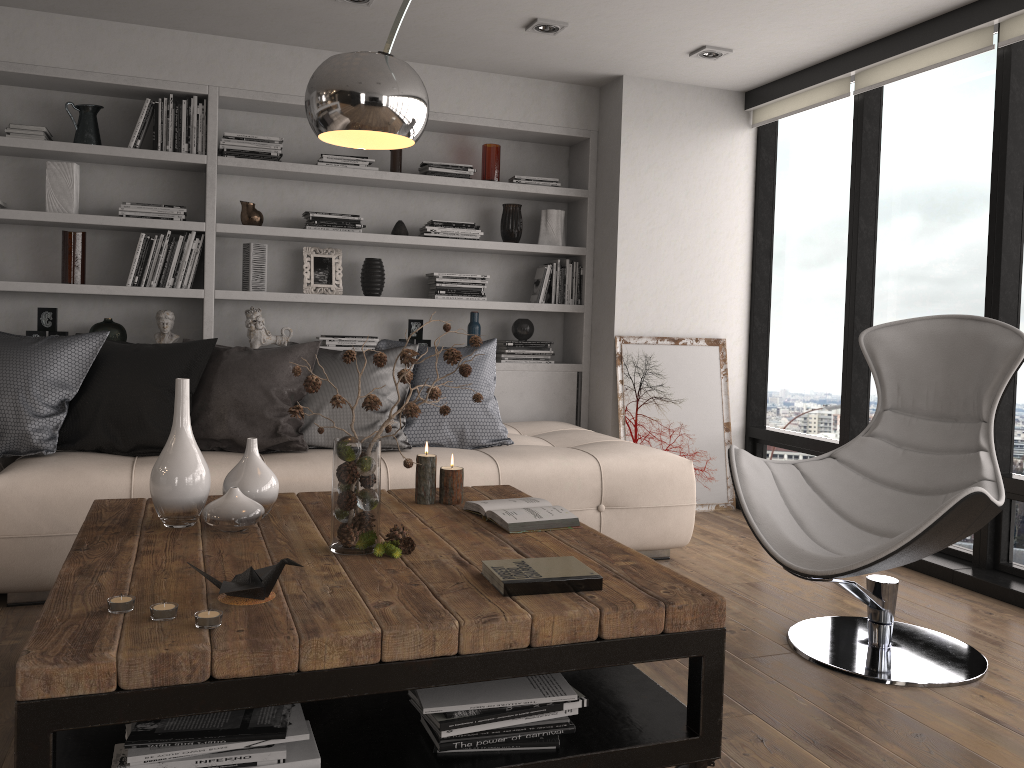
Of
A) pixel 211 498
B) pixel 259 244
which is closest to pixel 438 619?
pixel 211 498

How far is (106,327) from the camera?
4.4m

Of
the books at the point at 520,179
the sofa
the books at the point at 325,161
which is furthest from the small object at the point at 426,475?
the books at the point at 520,179

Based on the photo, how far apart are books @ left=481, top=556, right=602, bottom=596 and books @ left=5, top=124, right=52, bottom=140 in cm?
349

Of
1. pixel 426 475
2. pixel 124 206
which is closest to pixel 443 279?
pixel 124 206

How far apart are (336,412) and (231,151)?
1.70m

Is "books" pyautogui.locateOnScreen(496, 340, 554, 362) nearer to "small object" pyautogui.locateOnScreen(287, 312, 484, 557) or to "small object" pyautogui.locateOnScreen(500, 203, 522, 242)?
"small object" pyautogui.locateOnScreen(500, 203, 522, 242)

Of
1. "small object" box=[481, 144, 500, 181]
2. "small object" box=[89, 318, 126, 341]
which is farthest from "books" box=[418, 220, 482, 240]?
"small object" box=[89, 318, 126, 341]

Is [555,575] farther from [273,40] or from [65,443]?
[273,40]

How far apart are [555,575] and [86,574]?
1.0 meters
